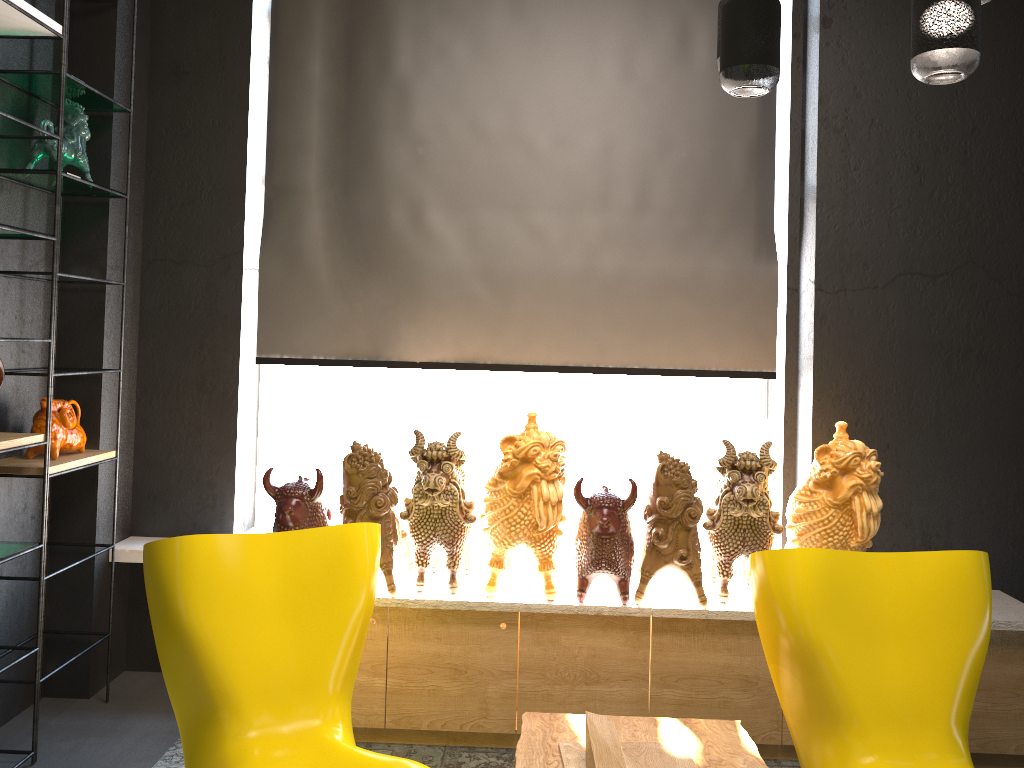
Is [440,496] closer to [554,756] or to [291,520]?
[291,520]

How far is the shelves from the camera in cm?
276

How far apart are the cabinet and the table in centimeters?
41cm

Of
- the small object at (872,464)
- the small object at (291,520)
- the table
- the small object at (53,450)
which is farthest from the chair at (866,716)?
the small object at (53,450)

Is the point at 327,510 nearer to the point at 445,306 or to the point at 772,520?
the point at 445,306

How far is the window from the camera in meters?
4.0

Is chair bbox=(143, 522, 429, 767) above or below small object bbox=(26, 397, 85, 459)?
below

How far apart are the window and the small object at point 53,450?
0.9 meters

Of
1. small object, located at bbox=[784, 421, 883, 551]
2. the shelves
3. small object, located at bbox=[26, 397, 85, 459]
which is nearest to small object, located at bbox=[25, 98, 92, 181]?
the shelves

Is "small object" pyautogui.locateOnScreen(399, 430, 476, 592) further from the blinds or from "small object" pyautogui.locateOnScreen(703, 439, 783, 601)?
"small object" pyautogui.locateOnScreen(703, 439, 783, 601)
